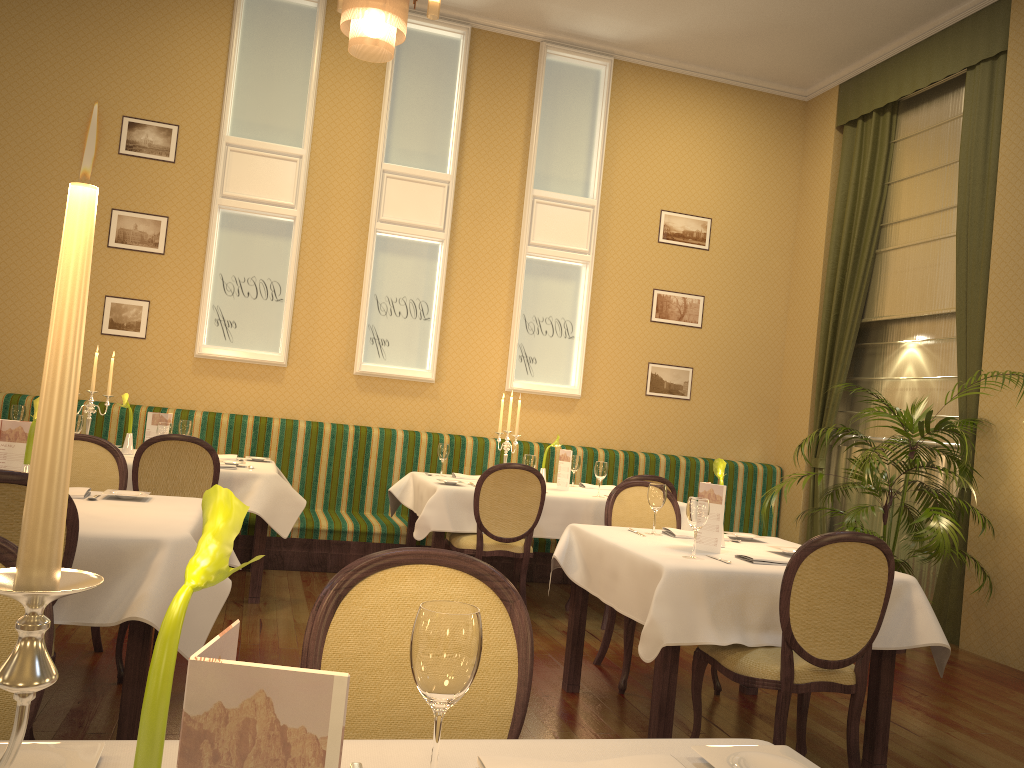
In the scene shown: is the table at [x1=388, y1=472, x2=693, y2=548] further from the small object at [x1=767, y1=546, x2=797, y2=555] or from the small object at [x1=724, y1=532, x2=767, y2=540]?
the small object at [x1=767, y1=546, x2=797, y2=555]

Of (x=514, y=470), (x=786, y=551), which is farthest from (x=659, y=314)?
(x=786, y=551)

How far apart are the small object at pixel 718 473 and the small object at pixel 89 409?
3.7 meters

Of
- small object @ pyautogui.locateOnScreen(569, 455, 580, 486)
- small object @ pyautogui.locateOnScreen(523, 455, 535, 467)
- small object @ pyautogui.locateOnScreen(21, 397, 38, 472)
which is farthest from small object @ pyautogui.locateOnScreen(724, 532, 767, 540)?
small object @ pyautogui.locateOnScreen(21, 397, 38, 472)

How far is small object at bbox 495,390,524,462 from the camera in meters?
6.0

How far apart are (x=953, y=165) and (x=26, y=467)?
6.3 meters

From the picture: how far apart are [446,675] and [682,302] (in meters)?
7.11

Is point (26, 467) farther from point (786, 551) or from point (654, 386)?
point (654, 386)

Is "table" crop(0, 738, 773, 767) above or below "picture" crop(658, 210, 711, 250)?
below

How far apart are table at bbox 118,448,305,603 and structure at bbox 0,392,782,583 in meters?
0.4 m
